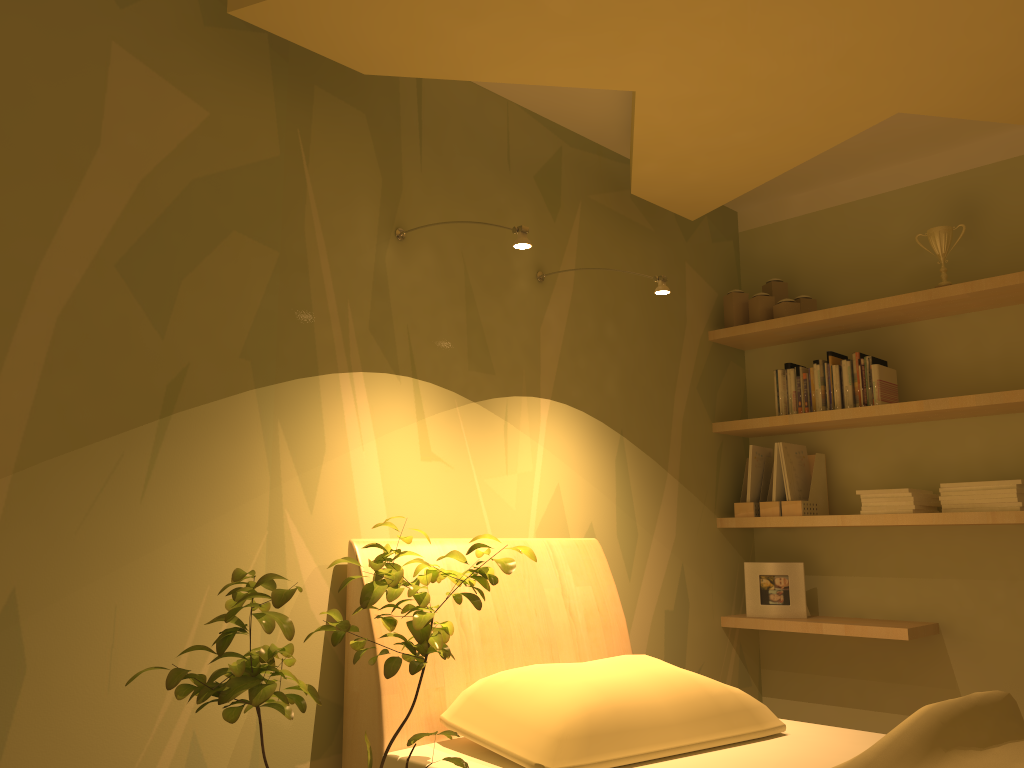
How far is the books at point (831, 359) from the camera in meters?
3.5 m

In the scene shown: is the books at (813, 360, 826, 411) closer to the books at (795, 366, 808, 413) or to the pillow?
the books at (795, 366, 808, 413)

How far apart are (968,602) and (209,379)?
2.78m

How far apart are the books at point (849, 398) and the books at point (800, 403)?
0.2m

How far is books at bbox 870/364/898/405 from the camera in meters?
3.3 m

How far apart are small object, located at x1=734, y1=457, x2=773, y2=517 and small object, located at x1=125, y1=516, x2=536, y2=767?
1.9 meters

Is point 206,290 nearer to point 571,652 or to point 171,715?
point 171,715

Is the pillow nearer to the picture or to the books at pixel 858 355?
the picture

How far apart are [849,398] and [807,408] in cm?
18

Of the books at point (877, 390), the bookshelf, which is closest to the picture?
the bookshelf
